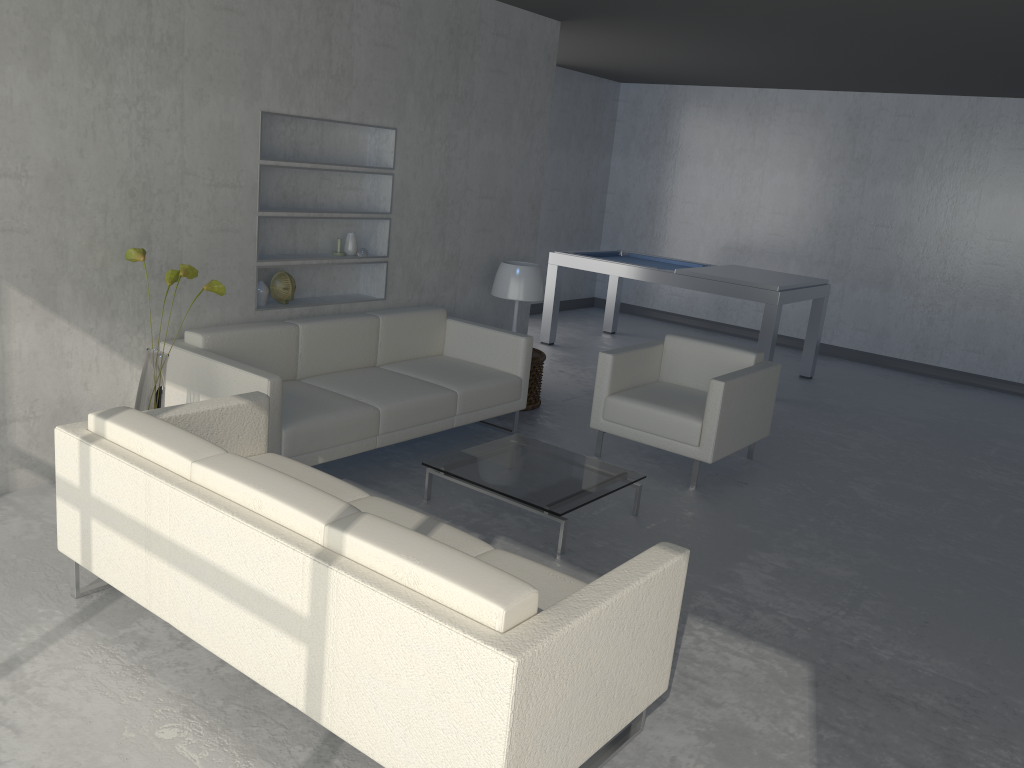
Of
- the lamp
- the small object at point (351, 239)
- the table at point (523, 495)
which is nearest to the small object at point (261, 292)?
the small object at point (351, 239)

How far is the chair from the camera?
4.6 meters

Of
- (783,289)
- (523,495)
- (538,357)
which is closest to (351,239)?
(538,357)

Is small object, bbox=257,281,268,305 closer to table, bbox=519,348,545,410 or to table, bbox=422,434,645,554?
table, bbox=422,434,645,554

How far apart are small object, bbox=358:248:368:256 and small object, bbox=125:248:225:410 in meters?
1.4 m

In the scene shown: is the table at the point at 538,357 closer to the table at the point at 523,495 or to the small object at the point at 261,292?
the table at the point at 523,495

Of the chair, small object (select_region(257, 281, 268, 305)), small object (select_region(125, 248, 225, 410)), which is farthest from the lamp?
small object (select_region(125, 248, 225, 410))

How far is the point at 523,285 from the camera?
5.6 meters

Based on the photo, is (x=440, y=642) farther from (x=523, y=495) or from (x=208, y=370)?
(x=208, y=370)

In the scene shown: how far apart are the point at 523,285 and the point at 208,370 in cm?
226
